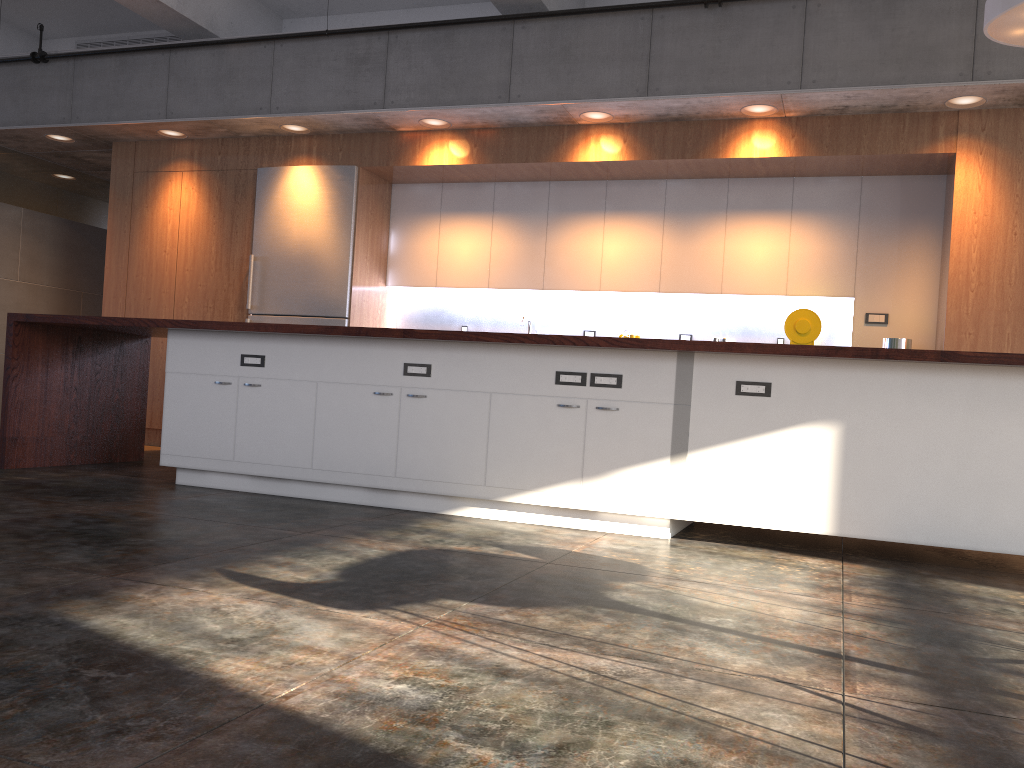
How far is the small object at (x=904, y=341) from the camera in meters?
6.0 m

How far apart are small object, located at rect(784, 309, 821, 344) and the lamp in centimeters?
221cm

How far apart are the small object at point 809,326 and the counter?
2.6m

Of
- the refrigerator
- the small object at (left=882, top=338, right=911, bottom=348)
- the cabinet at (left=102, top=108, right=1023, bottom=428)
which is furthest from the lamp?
the refrigerator

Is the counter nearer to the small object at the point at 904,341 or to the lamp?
the lamp

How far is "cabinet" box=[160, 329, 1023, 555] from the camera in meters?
3.8 m

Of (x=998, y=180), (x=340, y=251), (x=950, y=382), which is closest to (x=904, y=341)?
(x=998, y=180)

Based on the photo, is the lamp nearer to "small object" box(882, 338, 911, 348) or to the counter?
the counter

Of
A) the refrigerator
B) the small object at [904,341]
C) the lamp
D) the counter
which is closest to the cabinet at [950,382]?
the counter

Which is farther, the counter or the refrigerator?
the refrigerator
